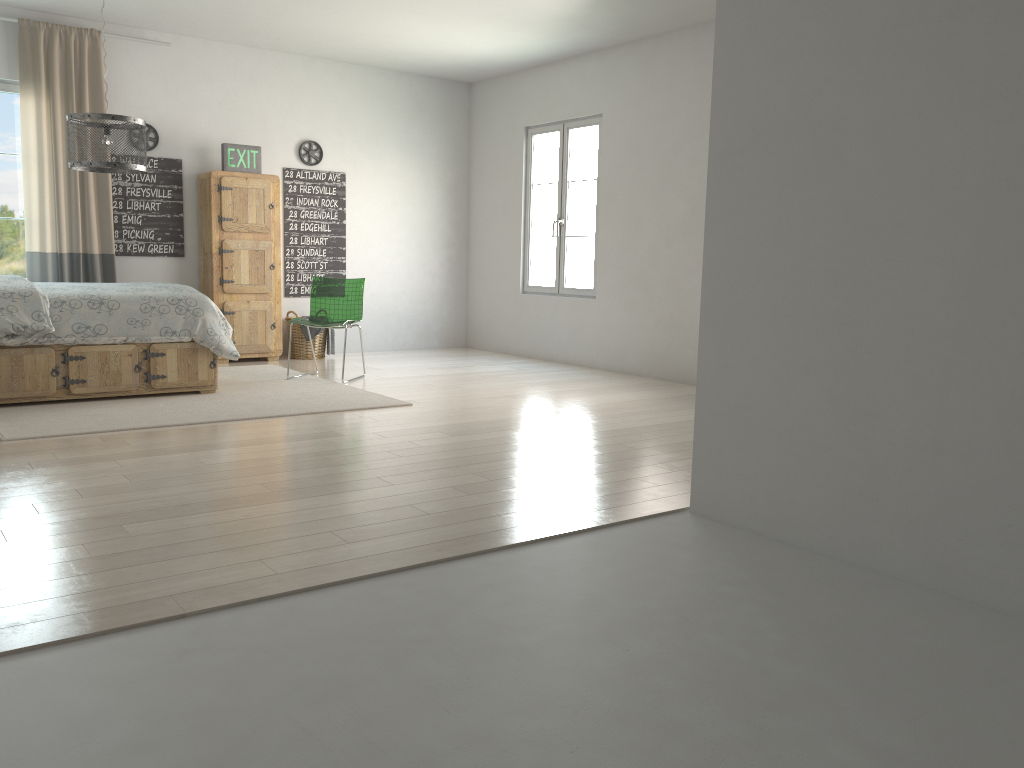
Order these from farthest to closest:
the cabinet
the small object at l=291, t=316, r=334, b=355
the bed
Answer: the small object at l=291, t=316, r=334, b=355 → the cabinet → the bed

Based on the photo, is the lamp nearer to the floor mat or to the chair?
the floor mat

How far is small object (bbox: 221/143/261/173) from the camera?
7.28m

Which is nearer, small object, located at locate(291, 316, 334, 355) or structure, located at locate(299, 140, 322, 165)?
small object, located at locate(291, 316, 334, 355)

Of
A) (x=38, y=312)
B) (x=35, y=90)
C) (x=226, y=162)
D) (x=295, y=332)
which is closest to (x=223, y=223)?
(x=226, y=162)

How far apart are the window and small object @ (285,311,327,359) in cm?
212

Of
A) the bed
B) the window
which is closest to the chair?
the bed

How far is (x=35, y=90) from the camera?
6.54m

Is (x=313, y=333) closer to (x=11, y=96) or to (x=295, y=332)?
(x=295, y=332)

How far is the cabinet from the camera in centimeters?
723cm
